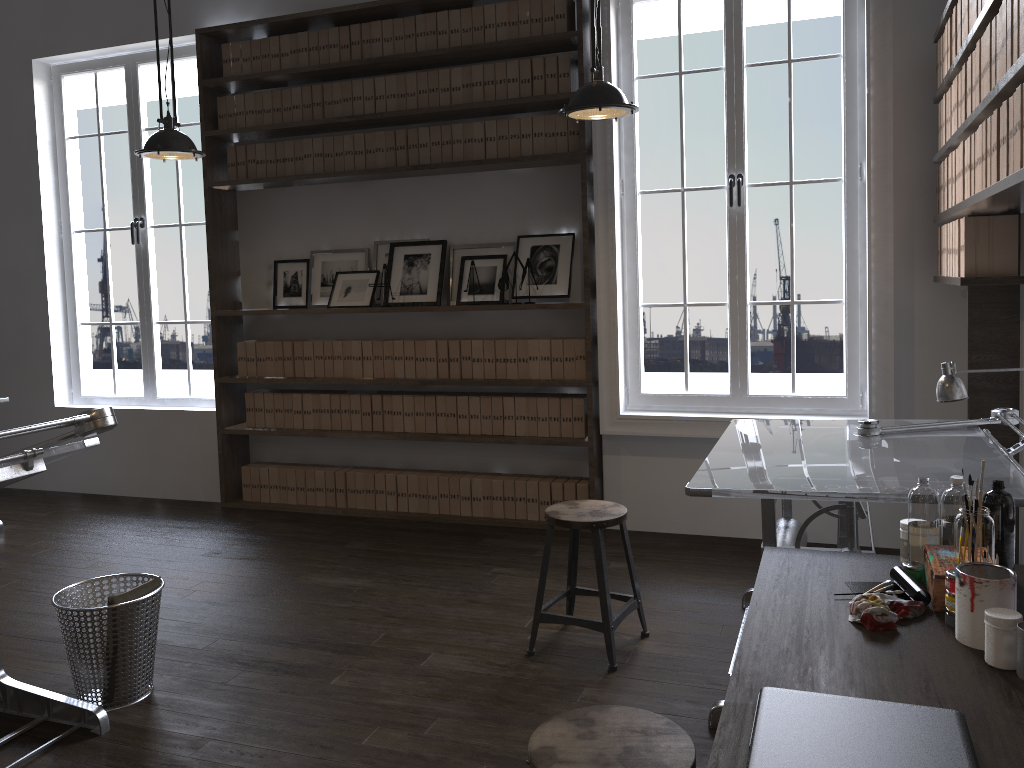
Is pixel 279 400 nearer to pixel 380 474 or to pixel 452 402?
pixel 380 474

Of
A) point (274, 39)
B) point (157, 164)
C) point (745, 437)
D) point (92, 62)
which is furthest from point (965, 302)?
point (157, 164)

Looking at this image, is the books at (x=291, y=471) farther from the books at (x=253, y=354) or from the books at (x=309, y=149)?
the books at (x=309, y=149)

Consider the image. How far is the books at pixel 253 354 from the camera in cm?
558

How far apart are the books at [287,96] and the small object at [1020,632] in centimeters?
480cm

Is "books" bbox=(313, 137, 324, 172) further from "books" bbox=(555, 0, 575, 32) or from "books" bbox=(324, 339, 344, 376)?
"books" bbox=(555, 0, 575, 32)

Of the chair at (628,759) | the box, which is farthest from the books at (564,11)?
the chair at (628,759)

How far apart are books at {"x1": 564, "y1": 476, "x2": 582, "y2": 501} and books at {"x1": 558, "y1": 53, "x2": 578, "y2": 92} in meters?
2.1 m

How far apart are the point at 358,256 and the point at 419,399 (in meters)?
0.99

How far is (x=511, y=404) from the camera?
5.03m
